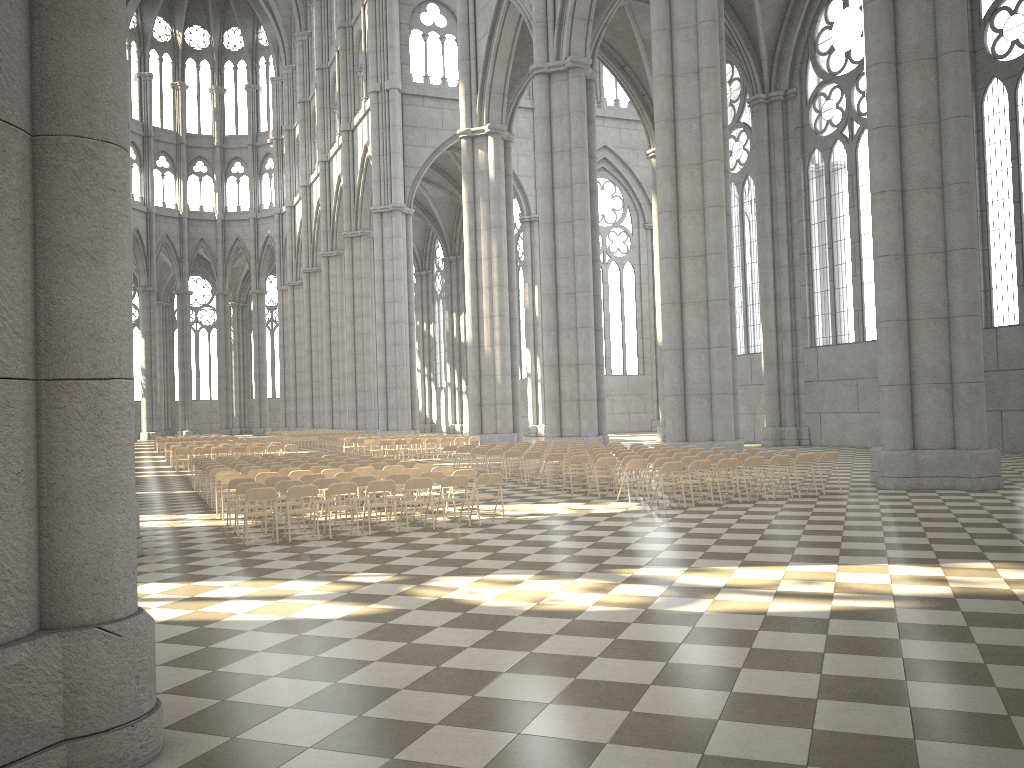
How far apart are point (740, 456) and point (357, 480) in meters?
7.6

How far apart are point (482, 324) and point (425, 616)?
31.2m

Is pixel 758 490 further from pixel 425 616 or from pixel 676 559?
pixel 425 616

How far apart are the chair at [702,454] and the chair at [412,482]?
7.01m

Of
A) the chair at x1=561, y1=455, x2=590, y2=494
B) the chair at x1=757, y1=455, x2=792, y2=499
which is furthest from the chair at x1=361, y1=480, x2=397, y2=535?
the chair at x1=757, y1=455, x2=792, y2=499

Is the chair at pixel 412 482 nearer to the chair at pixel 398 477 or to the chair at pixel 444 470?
the chair at pixel 398 477

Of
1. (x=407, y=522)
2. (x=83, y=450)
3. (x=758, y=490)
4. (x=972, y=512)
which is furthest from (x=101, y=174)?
(x=758, y=490)

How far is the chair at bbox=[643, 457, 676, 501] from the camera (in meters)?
16.53

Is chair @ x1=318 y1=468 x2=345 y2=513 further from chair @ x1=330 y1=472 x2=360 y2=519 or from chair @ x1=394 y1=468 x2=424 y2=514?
chair @ x1=394 y1=468 x2=424 y2=514

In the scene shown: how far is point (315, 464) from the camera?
18.57m
